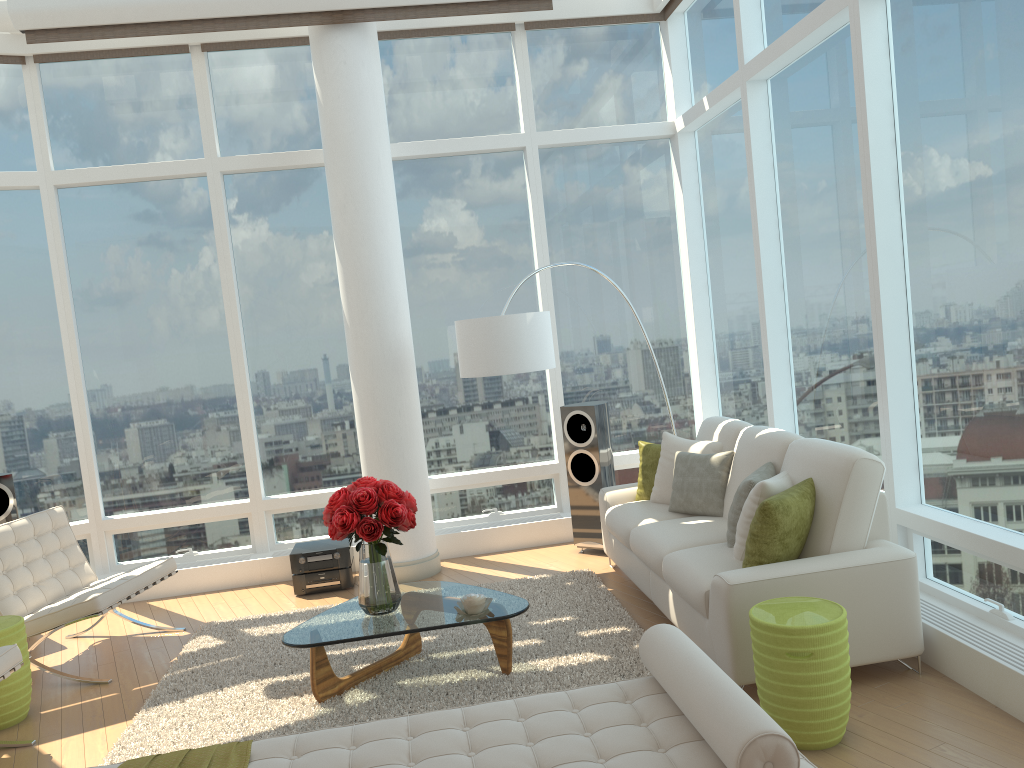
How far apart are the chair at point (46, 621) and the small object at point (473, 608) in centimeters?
221cm

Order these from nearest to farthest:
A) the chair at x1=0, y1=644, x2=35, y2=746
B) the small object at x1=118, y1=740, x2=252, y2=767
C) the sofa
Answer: the small object at x1=118, y1=740, x2=252, y2=767 → the sofa → the chair at x1=0, y1=644, x2=35, y2=746

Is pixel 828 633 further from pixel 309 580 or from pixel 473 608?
pixel 309 580

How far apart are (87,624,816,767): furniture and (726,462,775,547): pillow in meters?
1.6 m

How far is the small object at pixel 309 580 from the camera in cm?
655

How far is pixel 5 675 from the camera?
4.2m

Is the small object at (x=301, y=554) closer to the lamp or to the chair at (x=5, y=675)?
the lamp

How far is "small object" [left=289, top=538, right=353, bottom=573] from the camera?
6.5 meters

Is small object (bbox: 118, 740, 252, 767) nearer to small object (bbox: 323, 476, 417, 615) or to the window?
small object (bbox: 323, 476, 417, 615)

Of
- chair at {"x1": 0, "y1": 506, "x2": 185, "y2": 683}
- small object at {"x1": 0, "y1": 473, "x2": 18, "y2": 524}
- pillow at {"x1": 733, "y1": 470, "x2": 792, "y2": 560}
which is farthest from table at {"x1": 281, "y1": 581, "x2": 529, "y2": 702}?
small object at {"x1": 0, "y1": 473, "x2": 18, "y2": 524}
